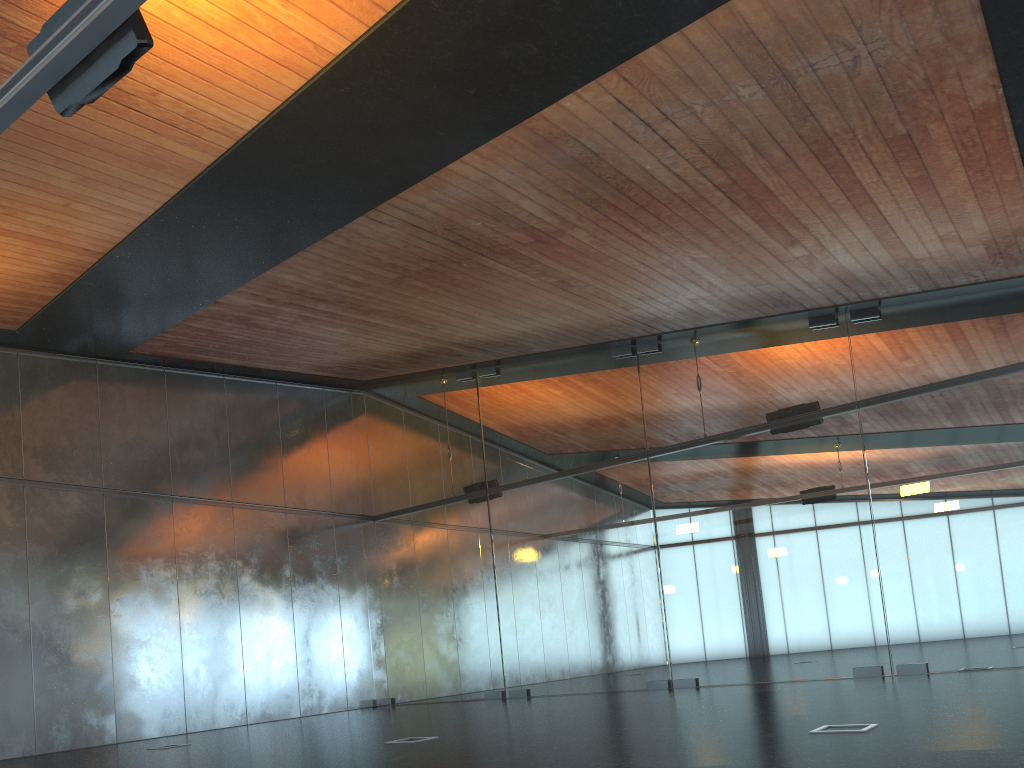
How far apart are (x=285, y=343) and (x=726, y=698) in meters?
8.5
